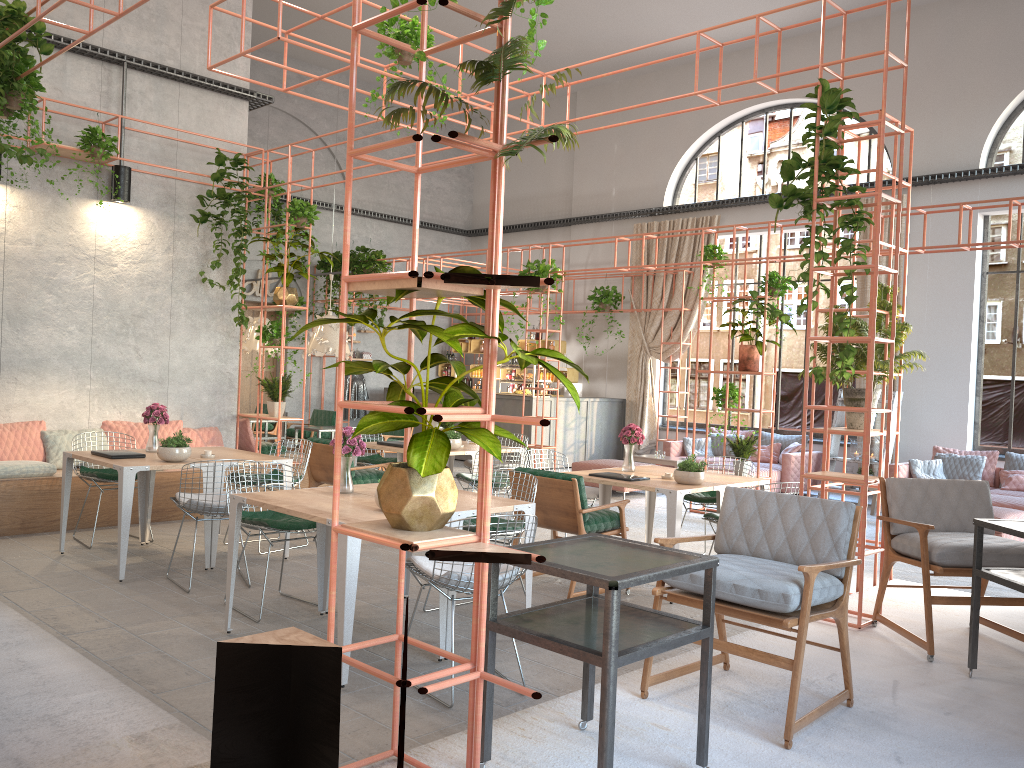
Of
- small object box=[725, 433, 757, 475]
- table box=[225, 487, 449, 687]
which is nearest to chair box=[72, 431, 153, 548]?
table box=[225, 487, 449, 687]

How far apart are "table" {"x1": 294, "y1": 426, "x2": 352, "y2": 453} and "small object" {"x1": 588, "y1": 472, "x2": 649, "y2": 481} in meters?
5.5

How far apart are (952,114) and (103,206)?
11.3 meters

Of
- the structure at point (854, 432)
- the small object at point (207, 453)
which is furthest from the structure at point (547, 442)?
the structure at point (854, 432)

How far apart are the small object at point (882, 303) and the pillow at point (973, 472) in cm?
584

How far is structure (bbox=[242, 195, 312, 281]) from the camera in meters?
15.9

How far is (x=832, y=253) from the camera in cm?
570

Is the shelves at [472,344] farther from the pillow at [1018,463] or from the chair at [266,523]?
the chair at [266,523]

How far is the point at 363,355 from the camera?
17.7 meters

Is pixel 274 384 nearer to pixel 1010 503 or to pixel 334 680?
pixel 334 680
